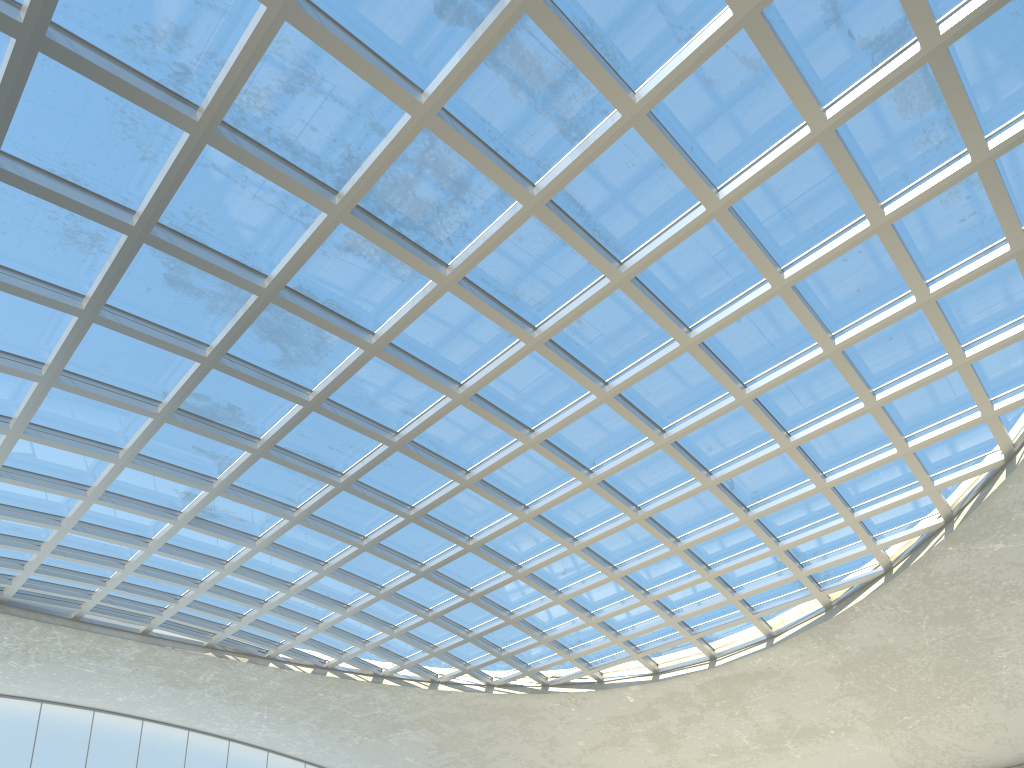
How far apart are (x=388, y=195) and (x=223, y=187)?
7.6m
